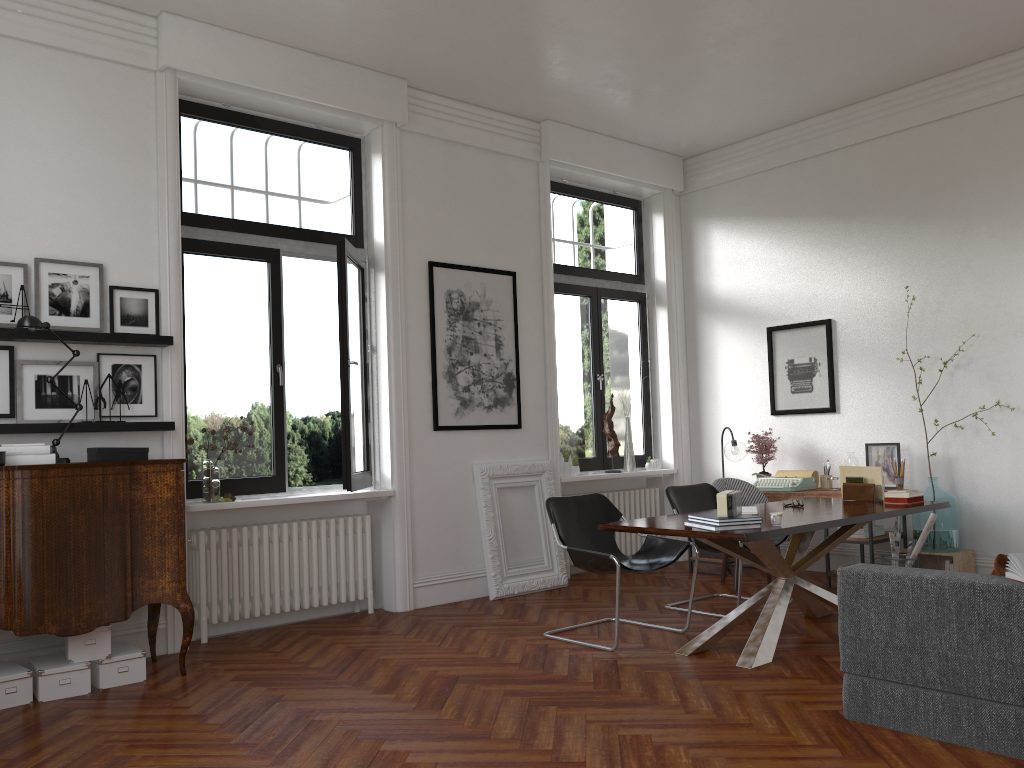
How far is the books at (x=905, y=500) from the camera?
5.64m

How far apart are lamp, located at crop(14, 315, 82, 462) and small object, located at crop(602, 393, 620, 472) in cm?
462

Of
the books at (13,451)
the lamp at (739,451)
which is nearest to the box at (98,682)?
the books at (13,451)

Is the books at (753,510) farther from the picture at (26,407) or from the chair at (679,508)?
the picture at (26,407)

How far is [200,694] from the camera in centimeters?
451cm

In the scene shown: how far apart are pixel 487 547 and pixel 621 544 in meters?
1.9 m

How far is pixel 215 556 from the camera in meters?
5.8 m

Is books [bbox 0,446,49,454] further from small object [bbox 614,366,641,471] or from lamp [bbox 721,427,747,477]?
lamp [bbox 721,427,747,477]

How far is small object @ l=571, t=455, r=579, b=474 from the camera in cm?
799

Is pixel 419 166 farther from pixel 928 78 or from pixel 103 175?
pixel 928 78
